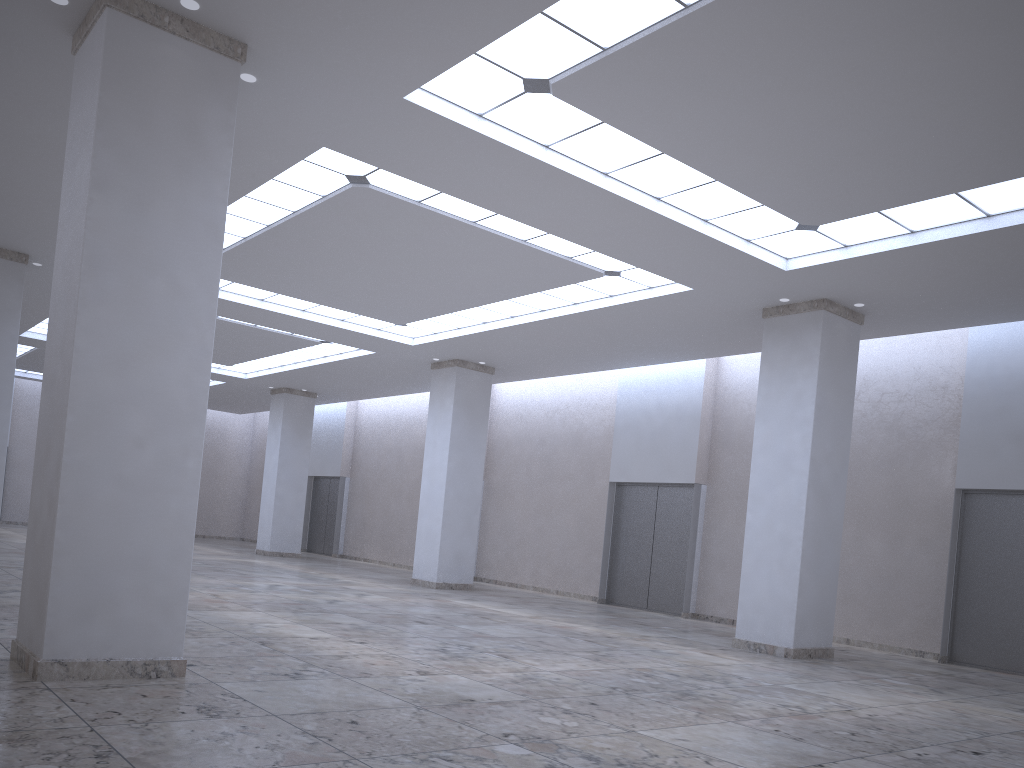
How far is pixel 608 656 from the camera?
34.6 meters
